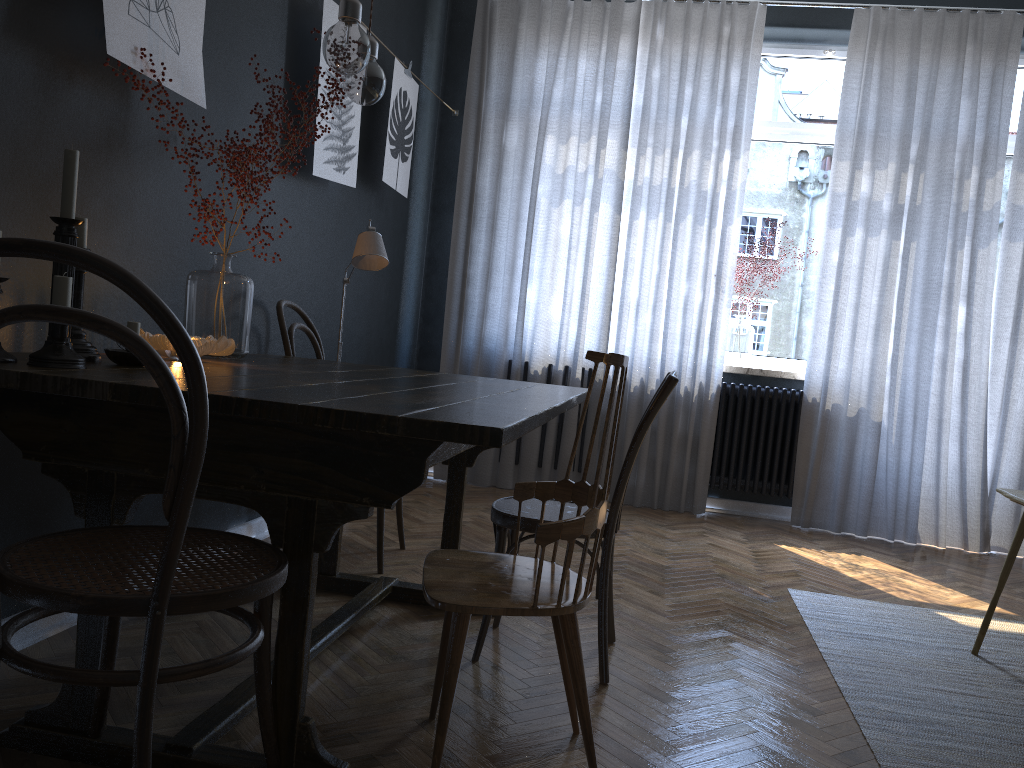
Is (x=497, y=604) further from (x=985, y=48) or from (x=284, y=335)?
(x=985, y=48)

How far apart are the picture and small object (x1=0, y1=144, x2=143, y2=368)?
0.54m

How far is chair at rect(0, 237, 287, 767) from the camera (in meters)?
1.13

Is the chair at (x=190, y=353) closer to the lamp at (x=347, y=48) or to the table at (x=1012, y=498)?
the lamp at (x=347, y=48)

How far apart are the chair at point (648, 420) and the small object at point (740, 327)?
2.7 meters

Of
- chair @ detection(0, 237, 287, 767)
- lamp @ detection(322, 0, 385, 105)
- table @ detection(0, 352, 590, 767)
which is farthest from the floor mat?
lamp @ detection(322, 0, 385, 105)

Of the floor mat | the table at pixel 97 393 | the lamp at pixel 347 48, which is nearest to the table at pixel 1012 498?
the floor mat

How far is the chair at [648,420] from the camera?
2.3 meters

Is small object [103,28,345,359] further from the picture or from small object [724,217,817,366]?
small object [724,217,817,366]

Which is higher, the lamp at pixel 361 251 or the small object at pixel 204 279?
the lamp at pixel 361 251
